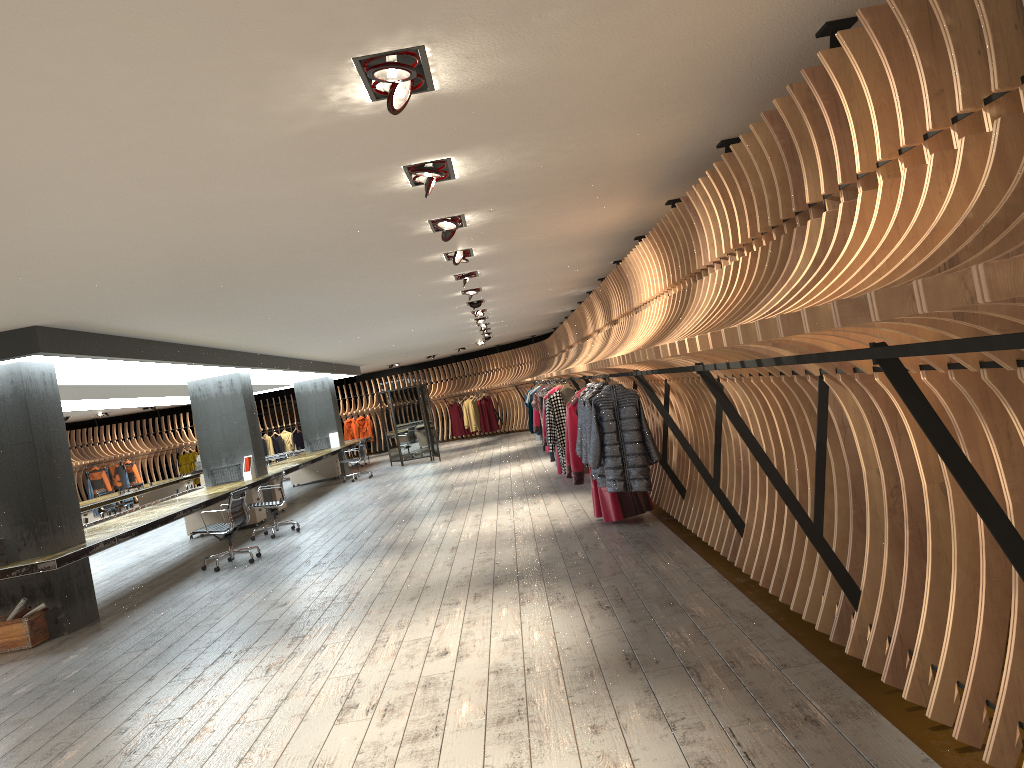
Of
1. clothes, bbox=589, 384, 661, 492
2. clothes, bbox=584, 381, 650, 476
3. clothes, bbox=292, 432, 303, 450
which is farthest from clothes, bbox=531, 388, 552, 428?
clothes, bbox=292, 432, 303, 450

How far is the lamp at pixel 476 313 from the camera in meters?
14.4 m

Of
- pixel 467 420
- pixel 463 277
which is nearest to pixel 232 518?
pixel 463 277

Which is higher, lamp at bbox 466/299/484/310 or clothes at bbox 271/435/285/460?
lamp at bbox 466/299/484/310

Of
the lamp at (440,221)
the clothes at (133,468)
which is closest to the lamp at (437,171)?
the lamp at (440,221)

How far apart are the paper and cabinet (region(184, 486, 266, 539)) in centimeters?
642cm

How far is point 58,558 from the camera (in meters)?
7.62

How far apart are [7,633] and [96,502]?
9.3m

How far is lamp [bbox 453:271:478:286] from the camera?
9.6 meters

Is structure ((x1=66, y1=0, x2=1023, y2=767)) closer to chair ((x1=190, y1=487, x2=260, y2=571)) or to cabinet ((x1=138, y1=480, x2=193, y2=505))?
chair ((x1=190, y1=487, x2=260, y2=571))
